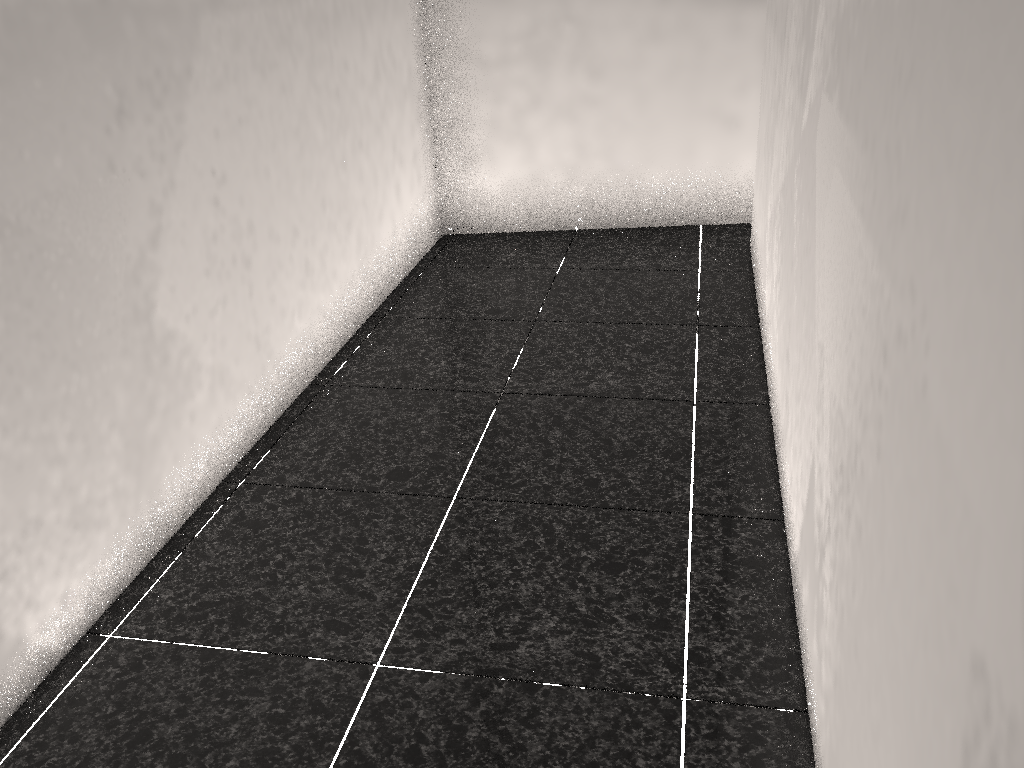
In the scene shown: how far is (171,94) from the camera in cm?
211
